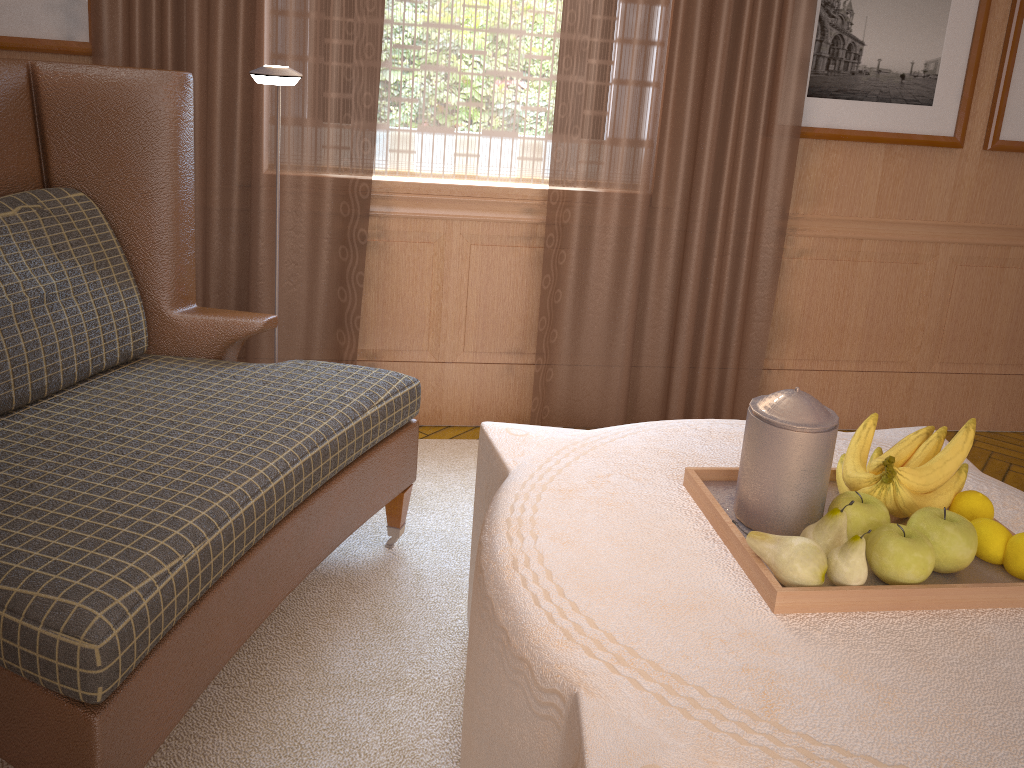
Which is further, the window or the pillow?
the window

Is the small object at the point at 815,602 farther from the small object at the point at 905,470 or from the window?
the window

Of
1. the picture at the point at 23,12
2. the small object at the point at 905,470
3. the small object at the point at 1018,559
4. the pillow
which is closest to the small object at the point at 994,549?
the small object at the point at 1018,559

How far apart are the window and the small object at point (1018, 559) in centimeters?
316cm

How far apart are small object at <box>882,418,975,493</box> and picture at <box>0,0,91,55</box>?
4.1 meters

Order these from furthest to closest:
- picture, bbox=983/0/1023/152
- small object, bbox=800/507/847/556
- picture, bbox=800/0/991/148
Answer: picture, bbox=983/0/1023/152, picture, bbox=800/0/991/148, small object, bbox=800/507/847/556

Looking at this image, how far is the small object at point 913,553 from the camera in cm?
216

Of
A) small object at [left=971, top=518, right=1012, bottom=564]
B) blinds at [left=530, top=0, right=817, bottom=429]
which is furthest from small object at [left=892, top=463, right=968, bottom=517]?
blinds at [left=530, top=0, right=817, bottom=429]

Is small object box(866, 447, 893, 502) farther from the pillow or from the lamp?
the pillow

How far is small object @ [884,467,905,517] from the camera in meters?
2.4
